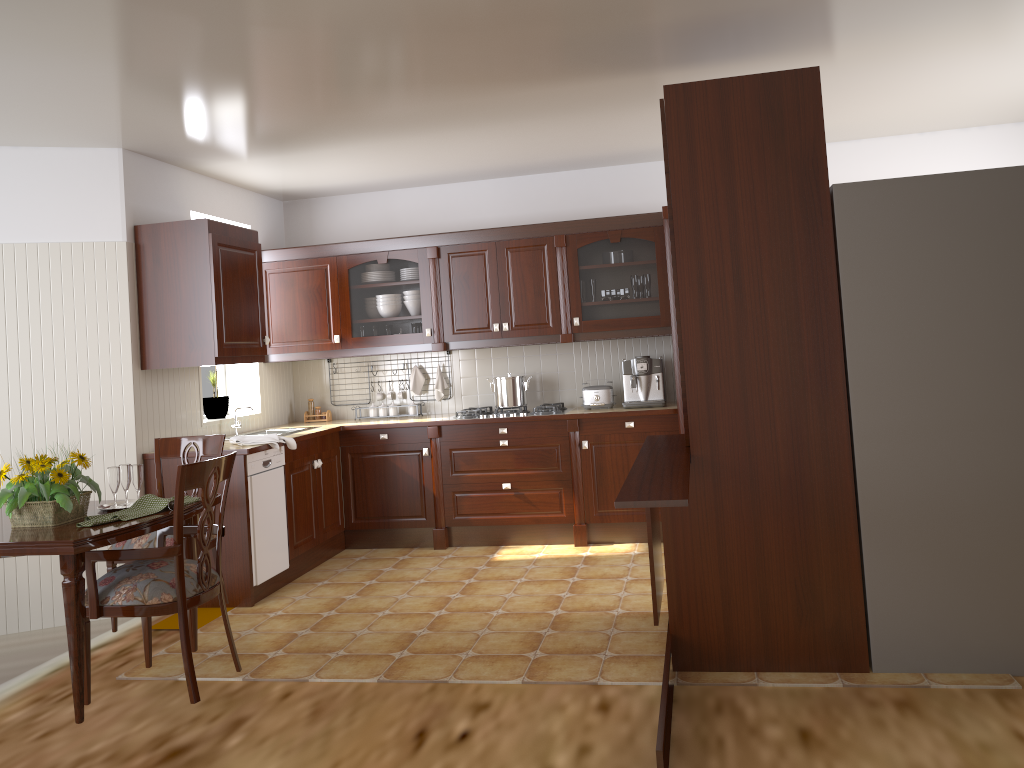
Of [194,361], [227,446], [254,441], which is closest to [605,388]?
[254,441]

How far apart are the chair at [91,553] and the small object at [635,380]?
3.02m

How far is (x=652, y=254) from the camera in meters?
5.5 m

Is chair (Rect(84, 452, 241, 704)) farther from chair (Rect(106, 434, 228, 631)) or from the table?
chair (Rect(106, 434, 228, 631))

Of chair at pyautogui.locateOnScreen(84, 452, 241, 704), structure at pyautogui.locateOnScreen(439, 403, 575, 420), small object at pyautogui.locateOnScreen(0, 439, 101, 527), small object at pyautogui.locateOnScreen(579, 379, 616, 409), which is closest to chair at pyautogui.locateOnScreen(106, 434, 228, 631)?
chair at pyautogui.locateOnScreen(84, 452, 241, 704)

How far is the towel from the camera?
4.8 meters

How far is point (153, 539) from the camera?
3.62m

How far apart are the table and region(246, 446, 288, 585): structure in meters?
1.3

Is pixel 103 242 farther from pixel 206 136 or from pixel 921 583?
pixel 921 583

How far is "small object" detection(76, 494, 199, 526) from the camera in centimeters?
294cm
